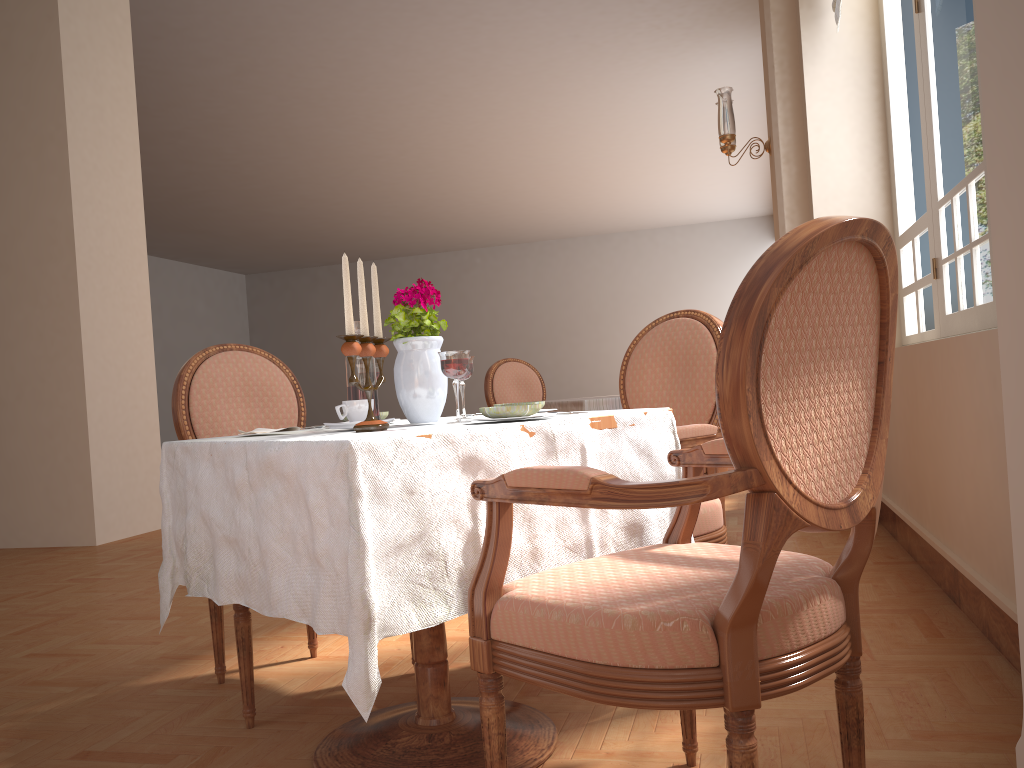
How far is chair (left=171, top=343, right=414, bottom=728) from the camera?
2.38m

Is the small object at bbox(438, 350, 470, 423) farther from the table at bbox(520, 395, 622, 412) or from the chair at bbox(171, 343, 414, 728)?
the table at bbox(520, 395, 622, 412)

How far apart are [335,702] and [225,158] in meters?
10.5 m

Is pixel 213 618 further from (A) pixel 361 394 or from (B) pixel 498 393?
(B) pixel 498 393

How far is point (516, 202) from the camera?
15.35m

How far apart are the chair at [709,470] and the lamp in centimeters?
202cm

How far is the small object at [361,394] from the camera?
1.8 meters

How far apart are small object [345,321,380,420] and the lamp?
3.40m

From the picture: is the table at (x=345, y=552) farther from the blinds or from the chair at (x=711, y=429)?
the blinds

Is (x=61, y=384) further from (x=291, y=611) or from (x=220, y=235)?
(x=220, y=235)
